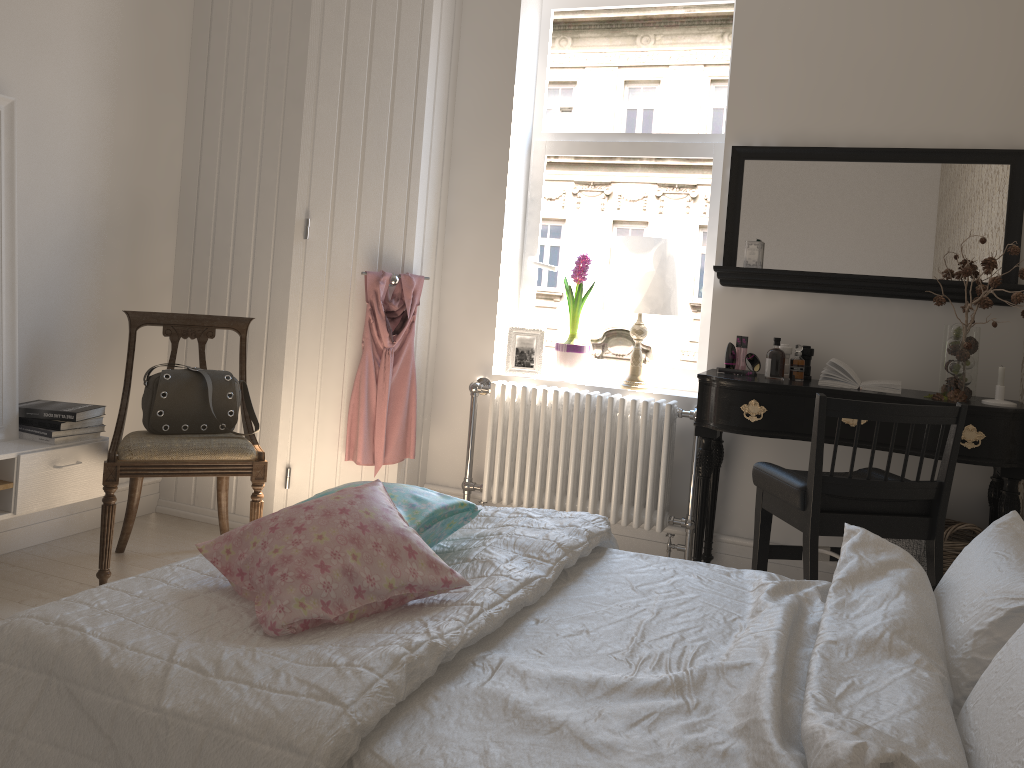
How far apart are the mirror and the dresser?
1.3 meters

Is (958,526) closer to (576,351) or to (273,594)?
(576,351)

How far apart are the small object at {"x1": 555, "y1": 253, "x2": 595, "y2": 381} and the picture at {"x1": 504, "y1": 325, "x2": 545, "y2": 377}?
0.1m

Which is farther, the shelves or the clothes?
the clothes

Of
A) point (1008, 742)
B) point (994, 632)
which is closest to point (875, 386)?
point (994, 632)

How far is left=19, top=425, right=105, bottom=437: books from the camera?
2.98m

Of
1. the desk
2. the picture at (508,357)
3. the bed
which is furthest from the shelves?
the desk

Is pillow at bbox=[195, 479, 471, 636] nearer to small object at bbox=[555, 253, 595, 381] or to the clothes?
the clothes

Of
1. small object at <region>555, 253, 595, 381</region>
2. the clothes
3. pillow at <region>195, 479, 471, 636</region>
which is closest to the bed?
pillow at <region>195, 479, 471, 636</region>

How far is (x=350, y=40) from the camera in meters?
3.6
